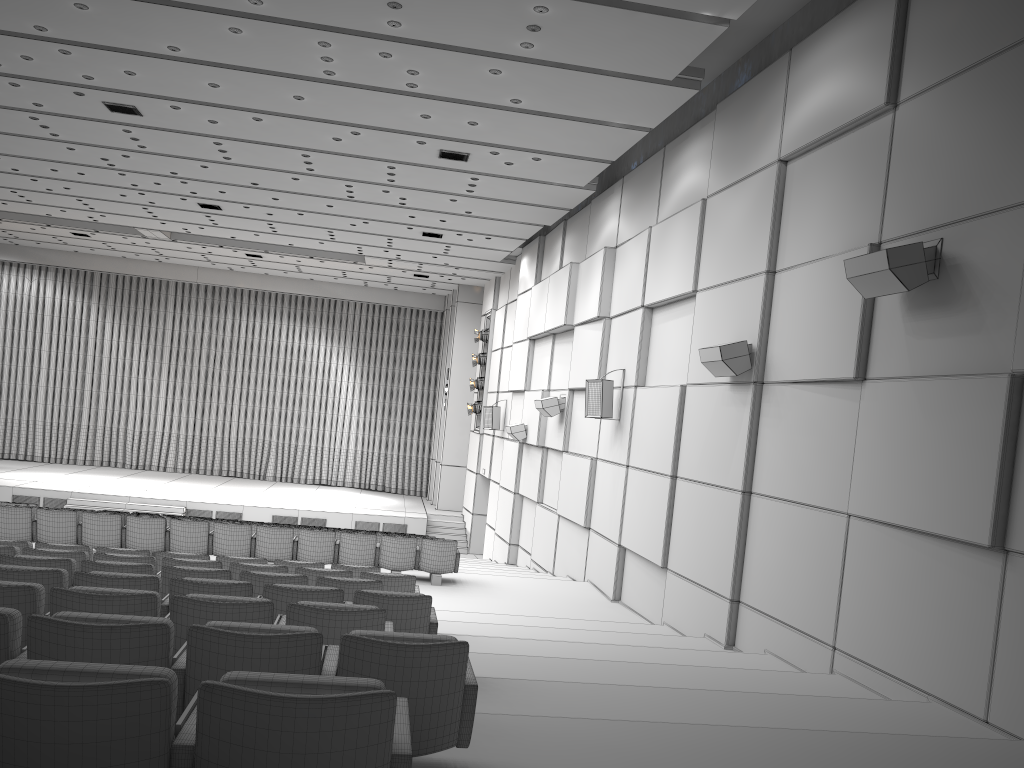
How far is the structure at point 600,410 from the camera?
12.4m

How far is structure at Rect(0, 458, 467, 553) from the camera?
22.46m

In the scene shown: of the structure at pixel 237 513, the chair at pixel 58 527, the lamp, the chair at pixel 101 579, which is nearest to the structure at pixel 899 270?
the chair at pixel 101 579

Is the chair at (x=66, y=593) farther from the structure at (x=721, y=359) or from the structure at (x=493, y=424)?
the structure at (x=493, y=424)

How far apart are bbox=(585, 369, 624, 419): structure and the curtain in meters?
17.0

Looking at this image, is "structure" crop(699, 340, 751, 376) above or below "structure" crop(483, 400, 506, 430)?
above

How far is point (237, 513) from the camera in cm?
2246

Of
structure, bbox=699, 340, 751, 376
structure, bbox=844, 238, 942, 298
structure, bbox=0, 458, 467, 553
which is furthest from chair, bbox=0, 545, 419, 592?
structure, bbox=0, 458, 467, 553

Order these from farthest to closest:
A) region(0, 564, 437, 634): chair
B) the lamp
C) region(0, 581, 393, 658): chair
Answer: the lamp < region(0, 564, 437, 634): chair < region(0, 581, 393, 658): chair

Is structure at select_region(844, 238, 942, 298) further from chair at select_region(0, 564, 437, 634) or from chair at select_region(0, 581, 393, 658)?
chair at select_region(0, 581, 393, 658)
